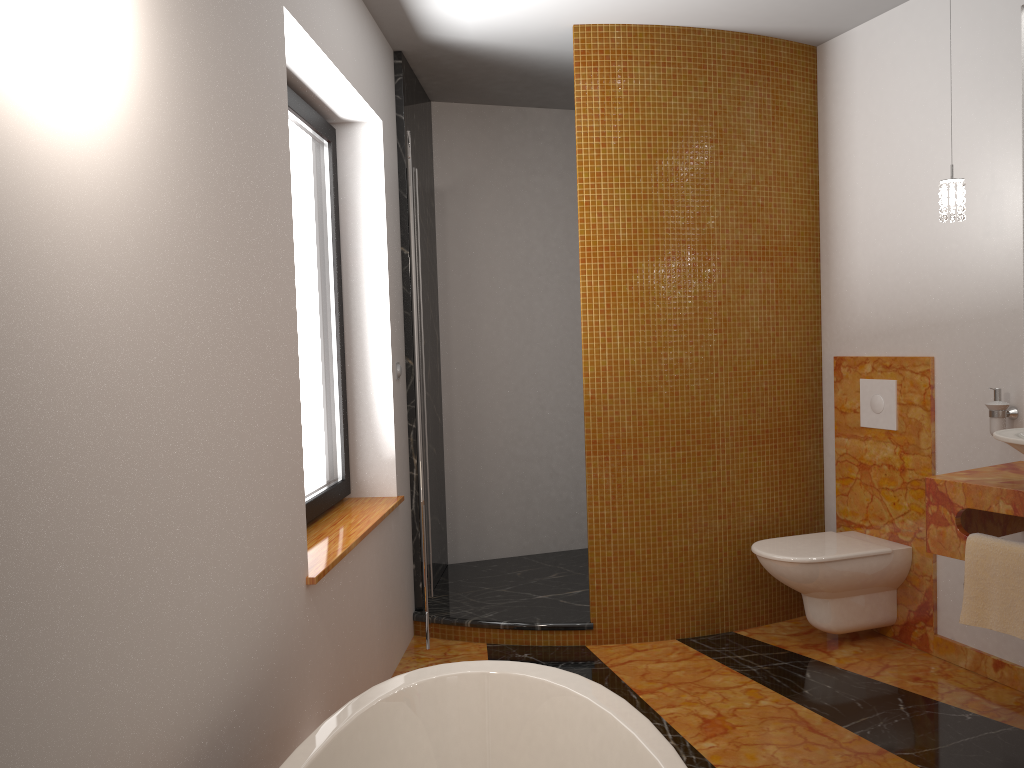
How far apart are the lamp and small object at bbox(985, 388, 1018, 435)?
0.6m

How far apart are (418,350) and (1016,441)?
1.9 meters

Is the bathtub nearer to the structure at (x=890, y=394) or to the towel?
the towel

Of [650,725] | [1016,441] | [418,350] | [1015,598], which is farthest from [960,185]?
[650,725]

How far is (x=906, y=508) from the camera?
3.5 meters

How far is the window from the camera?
3.02m

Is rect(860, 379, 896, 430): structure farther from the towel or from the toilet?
the towel

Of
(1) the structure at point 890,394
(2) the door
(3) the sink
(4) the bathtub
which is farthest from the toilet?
(4) the bathtub

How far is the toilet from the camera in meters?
3.3

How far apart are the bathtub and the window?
1.1m
